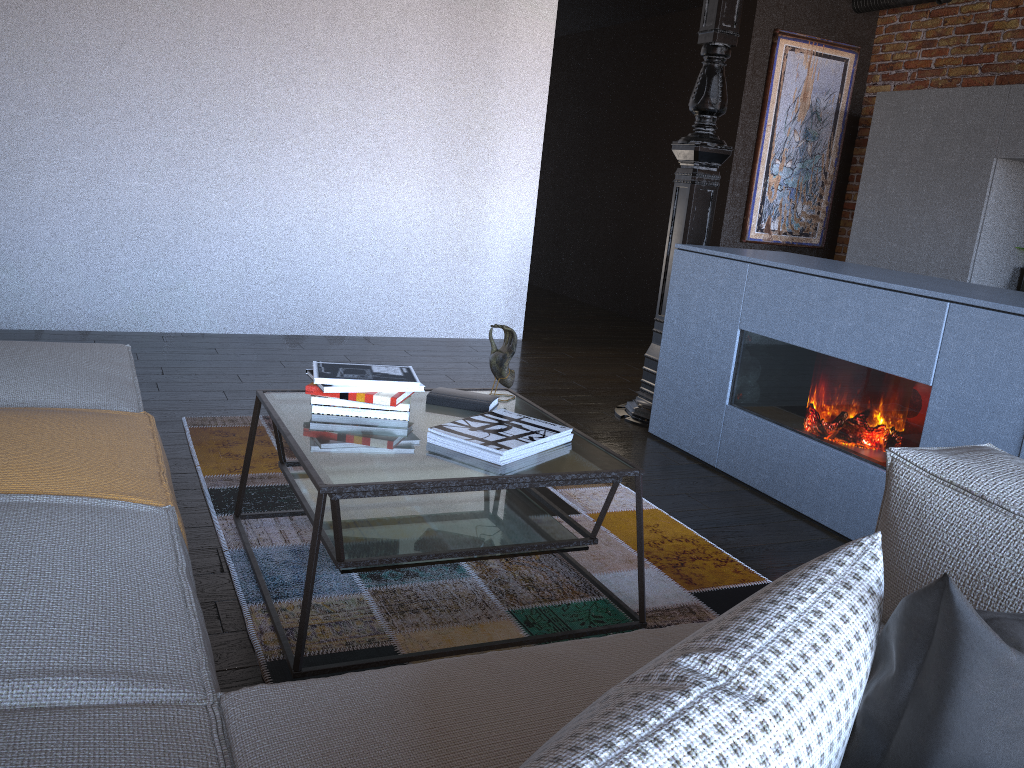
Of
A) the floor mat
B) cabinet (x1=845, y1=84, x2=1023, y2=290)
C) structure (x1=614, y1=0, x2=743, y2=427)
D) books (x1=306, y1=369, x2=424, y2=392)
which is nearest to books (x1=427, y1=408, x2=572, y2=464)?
books (x1=306, y1=369, x2=424, y2=392)

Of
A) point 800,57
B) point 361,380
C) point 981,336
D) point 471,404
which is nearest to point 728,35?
point 981,336

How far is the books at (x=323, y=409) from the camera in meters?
2.2 m

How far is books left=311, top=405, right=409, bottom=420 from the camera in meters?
2.2 m

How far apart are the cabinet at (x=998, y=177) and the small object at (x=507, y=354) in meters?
3.6 m

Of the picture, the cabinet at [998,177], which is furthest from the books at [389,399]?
the picture

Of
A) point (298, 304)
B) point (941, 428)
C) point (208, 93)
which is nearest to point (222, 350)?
point (298, 304)

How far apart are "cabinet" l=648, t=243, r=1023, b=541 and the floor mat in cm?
51

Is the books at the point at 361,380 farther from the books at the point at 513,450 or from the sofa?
the sofa

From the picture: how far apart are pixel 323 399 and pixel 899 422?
1.7m
